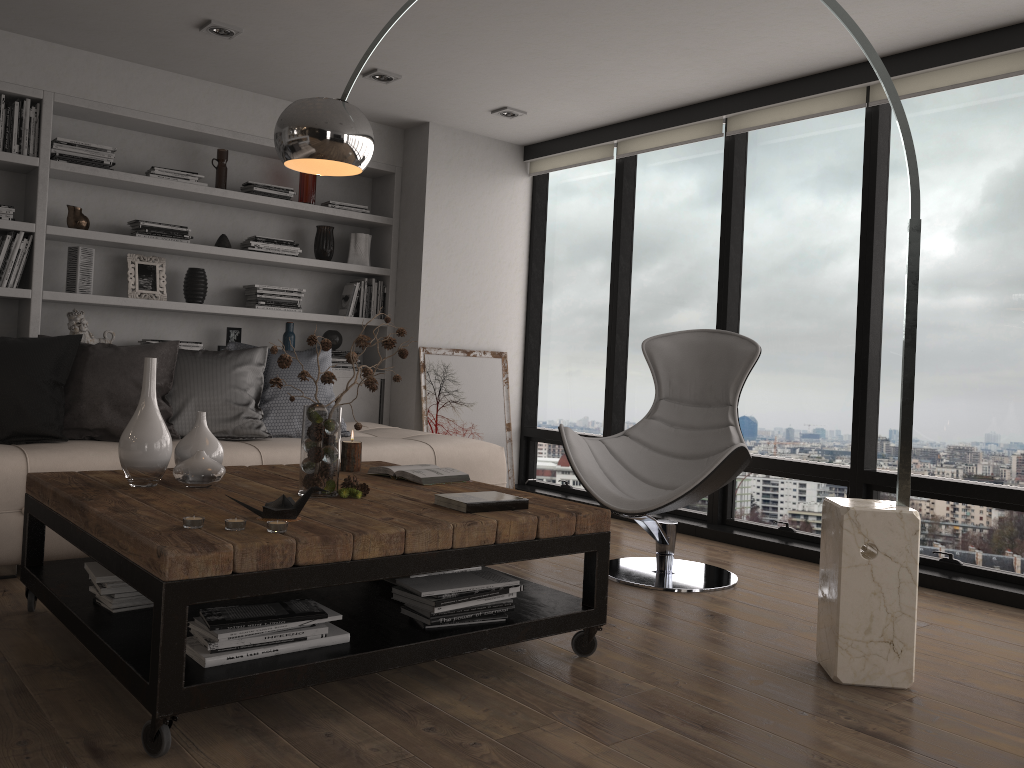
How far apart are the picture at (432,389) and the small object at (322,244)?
0.85m

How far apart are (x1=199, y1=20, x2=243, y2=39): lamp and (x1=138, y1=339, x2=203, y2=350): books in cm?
173

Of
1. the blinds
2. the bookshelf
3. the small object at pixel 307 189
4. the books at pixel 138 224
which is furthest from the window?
the books at pixel 138 224

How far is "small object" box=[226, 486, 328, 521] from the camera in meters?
2.3

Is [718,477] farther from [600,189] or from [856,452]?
[600,189]

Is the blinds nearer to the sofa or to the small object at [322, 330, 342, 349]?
the small object at [322, 330, 342, 349]

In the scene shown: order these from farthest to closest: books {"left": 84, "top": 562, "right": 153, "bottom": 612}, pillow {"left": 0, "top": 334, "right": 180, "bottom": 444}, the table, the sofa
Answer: pillow {"left": 0, "top": 334, "right": 180, "bottom": 444} → the sofa → books {"left": 84, "top": 562, "right": 153, "bottom": 612} → the table

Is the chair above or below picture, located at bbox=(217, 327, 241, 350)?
below

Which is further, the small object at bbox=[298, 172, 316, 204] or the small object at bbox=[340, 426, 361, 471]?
the small object at bbox=[298, 172, 316, 204]

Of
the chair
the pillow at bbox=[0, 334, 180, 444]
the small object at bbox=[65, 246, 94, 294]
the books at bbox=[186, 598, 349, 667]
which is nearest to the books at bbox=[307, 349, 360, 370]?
the small object at bbox=[65, 246, 94, 294]
